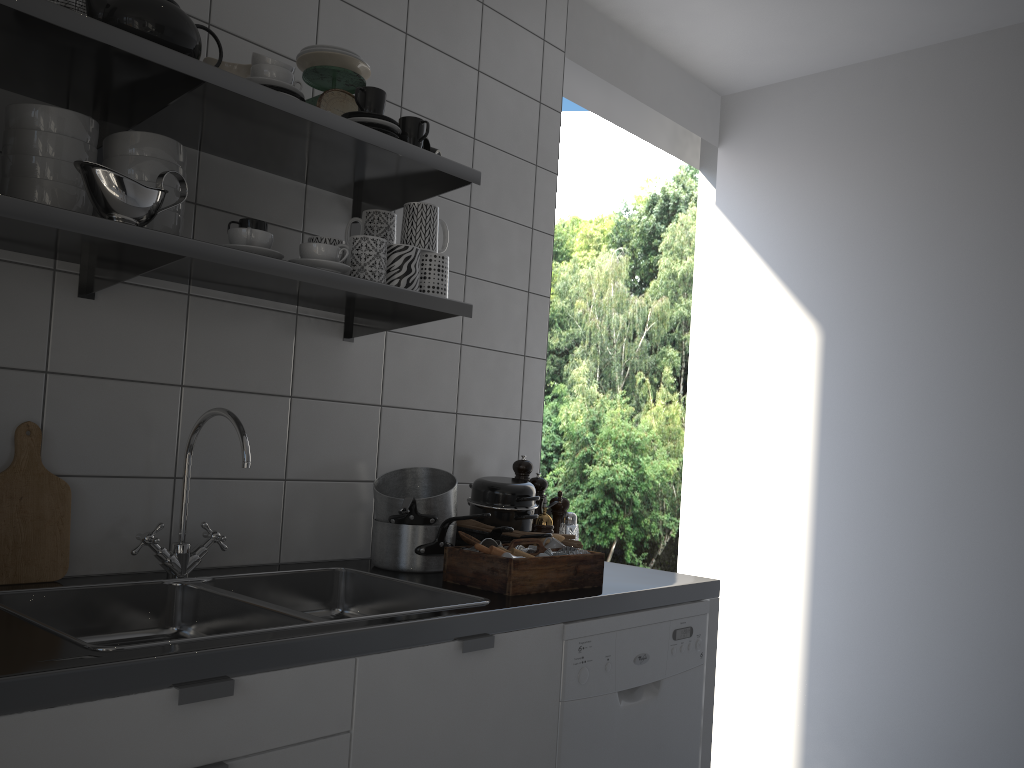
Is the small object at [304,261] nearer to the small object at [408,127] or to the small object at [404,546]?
the small object at [408,127]

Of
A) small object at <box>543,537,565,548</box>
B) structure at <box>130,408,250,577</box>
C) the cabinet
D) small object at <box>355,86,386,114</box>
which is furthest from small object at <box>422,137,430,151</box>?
the cabinet

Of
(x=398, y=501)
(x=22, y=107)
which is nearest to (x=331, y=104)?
(x=22, y=107)

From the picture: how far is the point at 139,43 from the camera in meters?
1.4

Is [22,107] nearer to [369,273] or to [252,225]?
[252,225]

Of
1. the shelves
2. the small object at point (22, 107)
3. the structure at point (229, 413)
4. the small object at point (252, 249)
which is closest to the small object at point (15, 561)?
the structure at point (229, 413)

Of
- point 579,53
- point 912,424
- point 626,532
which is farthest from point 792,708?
point 626,532

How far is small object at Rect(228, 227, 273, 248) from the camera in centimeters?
156cm

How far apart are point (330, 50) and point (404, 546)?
1.1 meters

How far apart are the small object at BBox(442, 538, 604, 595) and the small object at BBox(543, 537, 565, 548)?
0.06m
